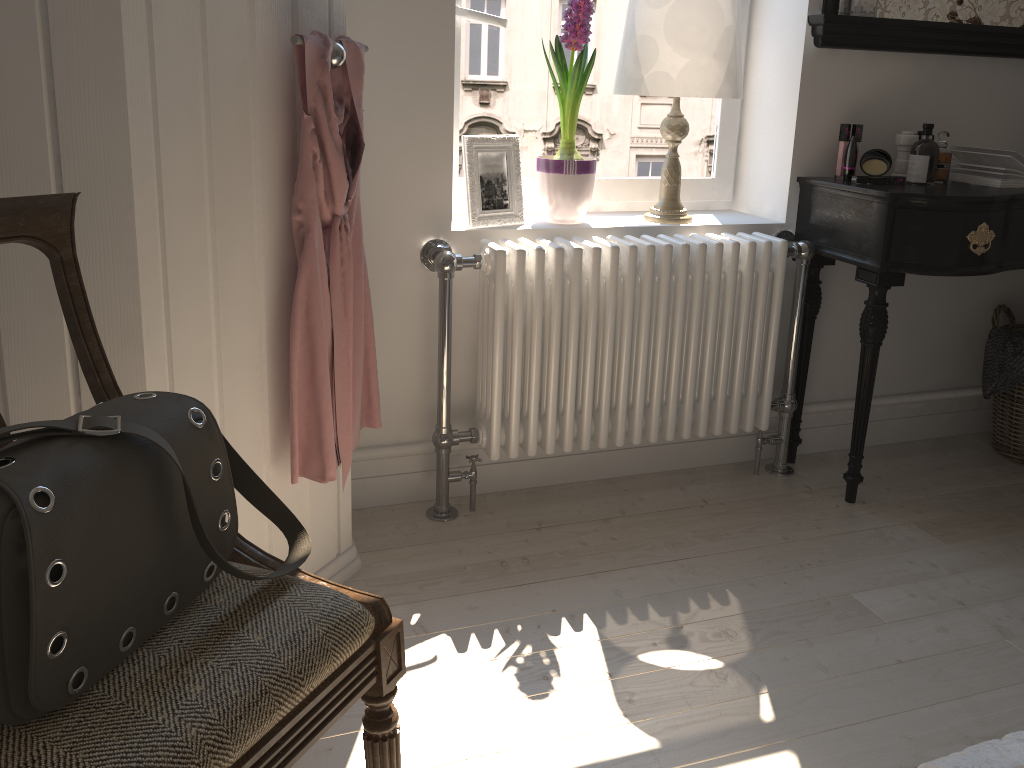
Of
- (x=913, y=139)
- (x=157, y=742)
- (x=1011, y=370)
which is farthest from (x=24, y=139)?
(x=1011, y=370)

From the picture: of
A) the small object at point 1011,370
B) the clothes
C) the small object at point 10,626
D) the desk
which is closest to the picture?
the clothes

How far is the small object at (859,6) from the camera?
2.2m

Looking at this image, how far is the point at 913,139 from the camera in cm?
233

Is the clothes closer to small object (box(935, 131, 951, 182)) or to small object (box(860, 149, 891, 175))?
small object (box(860, 149, 891, 175))

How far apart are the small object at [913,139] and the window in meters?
0.4 m

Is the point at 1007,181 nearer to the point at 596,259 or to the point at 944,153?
the point at 944,153

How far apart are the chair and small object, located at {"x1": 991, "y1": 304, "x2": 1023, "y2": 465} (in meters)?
2.21

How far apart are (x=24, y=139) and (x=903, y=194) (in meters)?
1.81

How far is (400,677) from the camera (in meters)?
1.09
